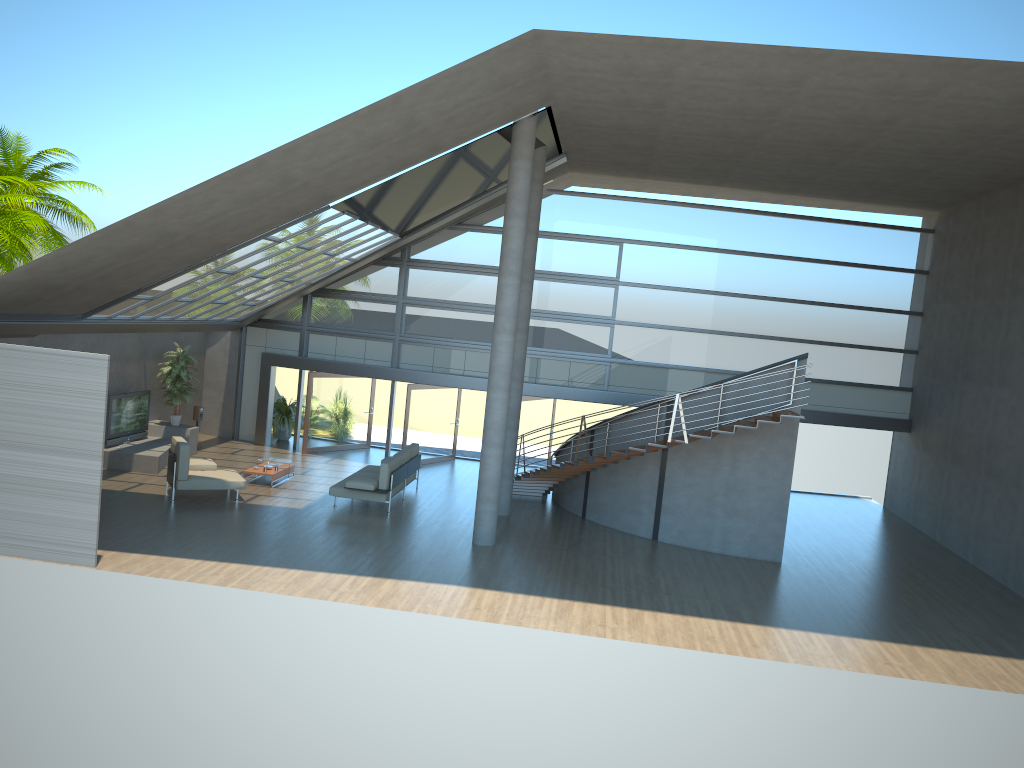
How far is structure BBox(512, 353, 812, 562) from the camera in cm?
1505

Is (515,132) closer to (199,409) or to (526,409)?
(526,409)

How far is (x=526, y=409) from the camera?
20.69m

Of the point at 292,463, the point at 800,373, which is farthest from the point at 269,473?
the point at 800,373

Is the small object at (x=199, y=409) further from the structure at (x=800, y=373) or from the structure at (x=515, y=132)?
the structure at (x=515, y=132)

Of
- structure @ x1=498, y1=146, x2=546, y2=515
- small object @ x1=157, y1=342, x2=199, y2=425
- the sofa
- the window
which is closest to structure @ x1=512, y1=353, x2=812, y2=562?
structure @ x1=498, y1=146, x2=546, y2=515

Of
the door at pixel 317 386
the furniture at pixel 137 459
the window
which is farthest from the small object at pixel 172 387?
the door at pixel 317 386

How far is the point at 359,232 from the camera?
17.1 meters

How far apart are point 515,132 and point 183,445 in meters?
7.7 m

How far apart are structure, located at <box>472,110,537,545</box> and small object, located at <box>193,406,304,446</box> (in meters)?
9.07
